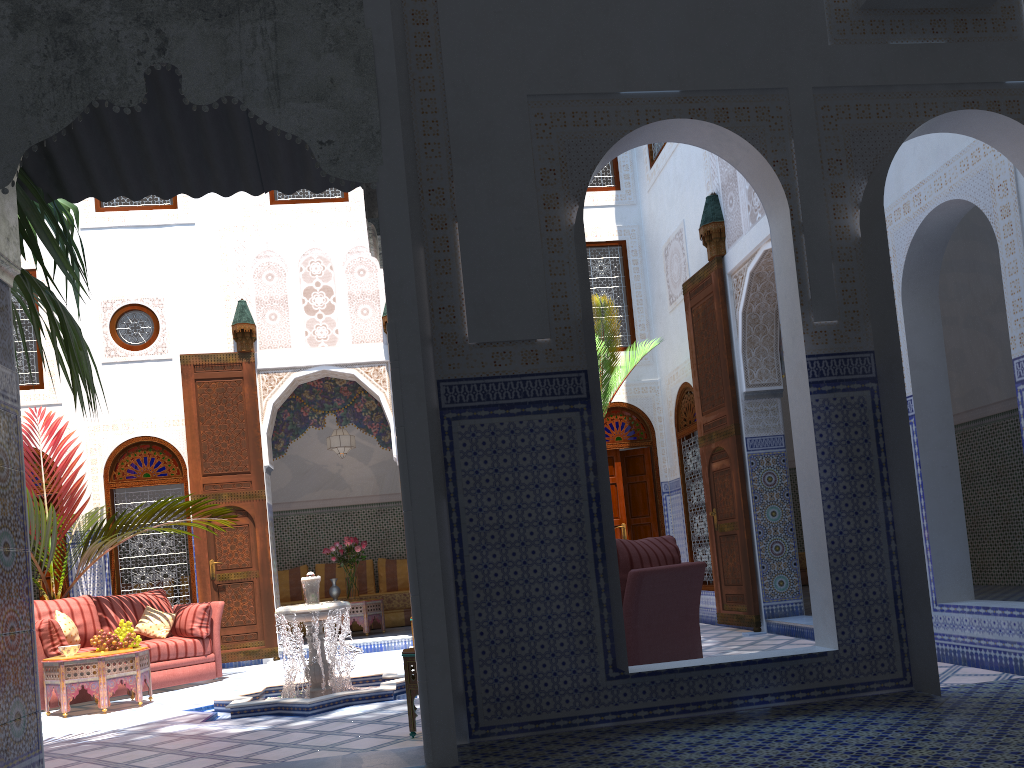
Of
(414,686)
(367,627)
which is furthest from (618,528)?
(414,686)

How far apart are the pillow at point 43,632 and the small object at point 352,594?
2.9m

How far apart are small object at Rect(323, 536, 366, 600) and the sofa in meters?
1.9 m

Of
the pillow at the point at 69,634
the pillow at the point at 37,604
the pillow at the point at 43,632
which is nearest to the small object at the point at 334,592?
the pillow at the point at 37,604

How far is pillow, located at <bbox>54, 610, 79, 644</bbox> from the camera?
5.3m

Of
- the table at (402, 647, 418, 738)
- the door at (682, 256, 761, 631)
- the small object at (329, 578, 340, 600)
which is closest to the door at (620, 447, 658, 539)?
the door at (682, 256, 761, 631)

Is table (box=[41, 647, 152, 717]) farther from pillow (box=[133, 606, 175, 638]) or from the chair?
the chair

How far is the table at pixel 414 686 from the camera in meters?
3.1 m

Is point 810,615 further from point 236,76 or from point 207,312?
point 207,312

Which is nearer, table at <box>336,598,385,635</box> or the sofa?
the sofa
